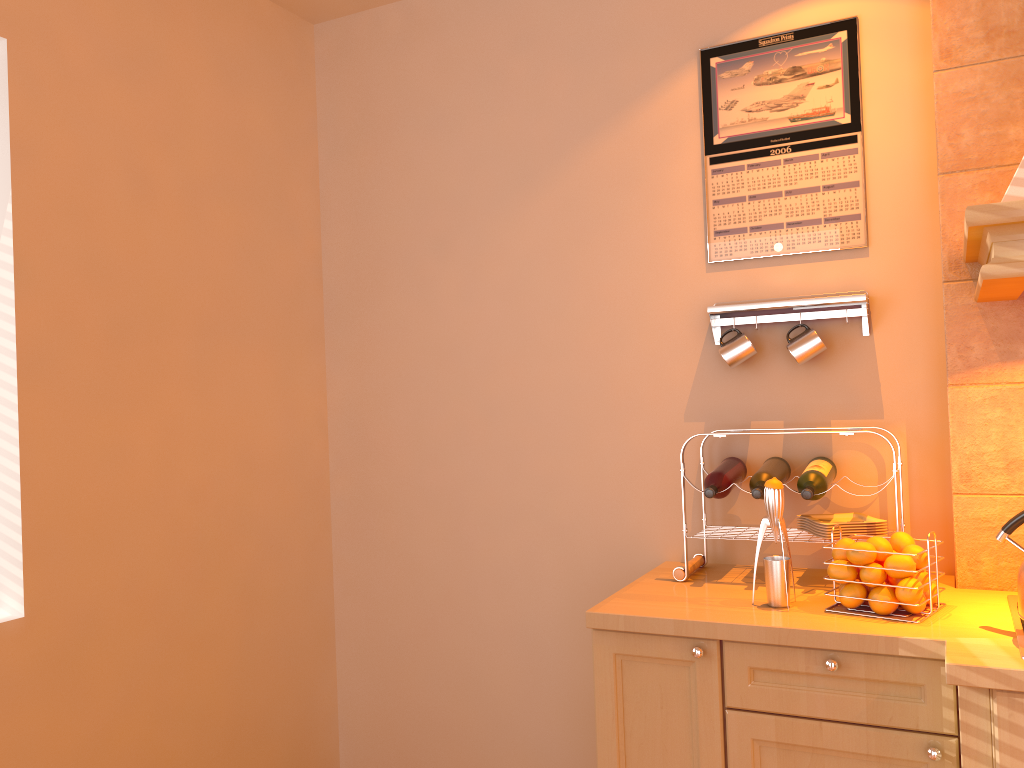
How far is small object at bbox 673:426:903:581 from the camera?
2.3m

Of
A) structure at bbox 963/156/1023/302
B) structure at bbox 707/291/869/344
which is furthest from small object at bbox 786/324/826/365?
structure at bbox 963/156/1023/302

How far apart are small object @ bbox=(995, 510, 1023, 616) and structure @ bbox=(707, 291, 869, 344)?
0.71m

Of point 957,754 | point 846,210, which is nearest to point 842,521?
point 957,754

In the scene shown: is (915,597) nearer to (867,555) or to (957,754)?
(867,555)

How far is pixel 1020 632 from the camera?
1.7 meters

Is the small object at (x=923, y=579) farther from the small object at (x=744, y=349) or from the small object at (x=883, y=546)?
the small object at (x=744, y=349)

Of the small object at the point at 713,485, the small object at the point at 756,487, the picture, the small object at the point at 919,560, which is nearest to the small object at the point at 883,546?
the small object at the point at 919,560

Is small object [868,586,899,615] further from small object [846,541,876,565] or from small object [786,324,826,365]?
small object [786,324,826,365]

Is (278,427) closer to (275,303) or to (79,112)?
(275,303)
